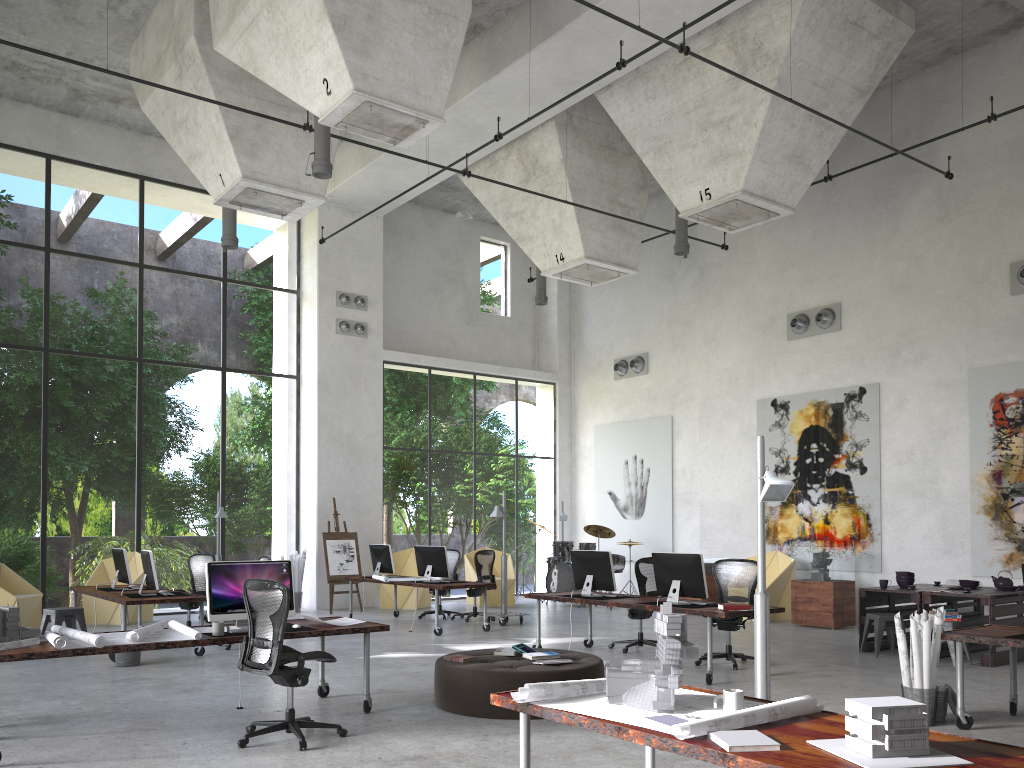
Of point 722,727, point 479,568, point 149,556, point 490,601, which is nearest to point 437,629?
point 479,568

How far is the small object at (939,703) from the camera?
6.7m

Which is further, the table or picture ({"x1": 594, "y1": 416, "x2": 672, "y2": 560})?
picture ({"x1": 594, "y1": 416, "x2": 672, "y2": 560})

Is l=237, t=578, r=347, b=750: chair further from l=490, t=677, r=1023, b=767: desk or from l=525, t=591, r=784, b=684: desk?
l=525, t=591, r=784, b=684: desk

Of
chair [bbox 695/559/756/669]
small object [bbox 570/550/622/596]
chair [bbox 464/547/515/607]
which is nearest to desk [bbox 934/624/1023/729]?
chair [bbox 695/559/756/669]

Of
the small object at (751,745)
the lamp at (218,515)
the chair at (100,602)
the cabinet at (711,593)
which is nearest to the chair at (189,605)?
the lamp at (218,515)

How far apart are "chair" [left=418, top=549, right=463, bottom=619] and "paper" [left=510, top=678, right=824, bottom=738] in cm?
1104

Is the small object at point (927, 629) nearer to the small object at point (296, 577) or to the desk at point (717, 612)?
the desk at point (717, 612)

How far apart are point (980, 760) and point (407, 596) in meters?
14.0 m

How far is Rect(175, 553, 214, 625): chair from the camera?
12.22m
